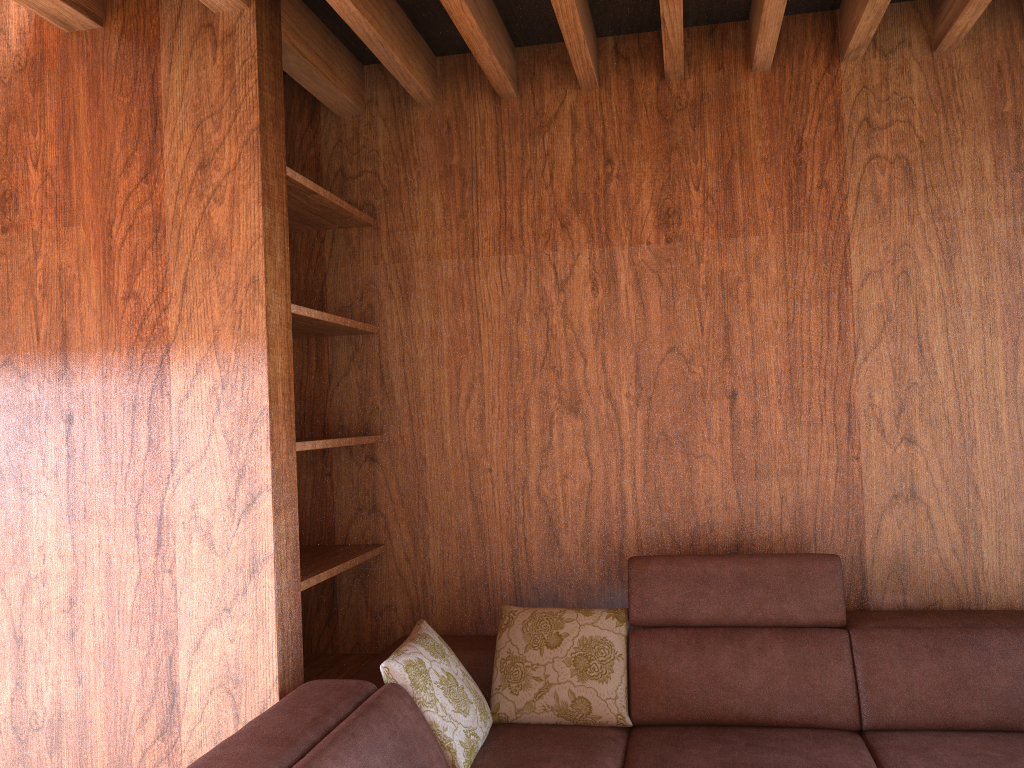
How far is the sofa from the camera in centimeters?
211cm

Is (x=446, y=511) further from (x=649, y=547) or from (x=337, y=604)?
(x=649, y=547)

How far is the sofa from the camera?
2.11m

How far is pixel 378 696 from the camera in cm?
211
